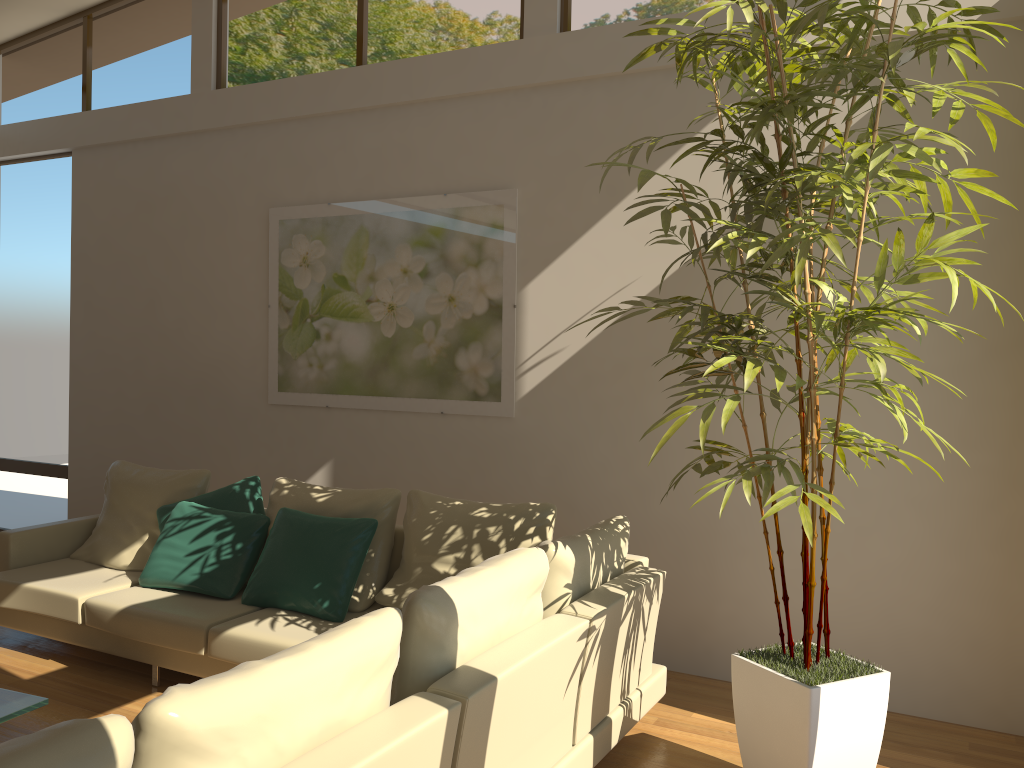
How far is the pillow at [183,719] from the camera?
1.7m

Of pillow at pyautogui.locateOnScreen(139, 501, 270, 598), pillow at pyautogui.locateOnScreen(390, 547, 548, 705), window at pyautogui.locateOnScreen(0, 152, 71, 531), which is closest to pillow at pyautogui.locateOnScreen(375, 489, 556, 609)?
pillow at pyautogui.locateOnScreen(139, 501, 270, 598)

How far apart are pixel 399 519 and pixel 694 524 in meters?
1.8 m

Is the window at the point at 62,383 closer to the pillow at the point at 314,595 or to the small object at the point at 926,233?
the pillow at the point at 314,595

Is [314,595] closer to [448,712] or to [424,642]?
[424,642]

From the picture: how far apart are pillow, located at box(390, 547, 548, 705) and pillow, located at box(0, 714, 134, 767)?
0.93m

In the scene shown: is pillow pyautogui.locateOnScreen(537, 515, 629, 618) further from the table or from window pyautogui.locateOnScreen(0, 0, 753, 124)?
window pyautogui.locateOnScreen(0, 0, 753, 124)

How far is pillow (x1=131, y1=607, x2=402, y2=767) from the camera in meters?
1.7

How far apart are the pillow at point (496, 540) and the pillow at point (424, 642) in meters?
1.0 m

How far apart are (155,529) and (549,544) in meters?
2.8
